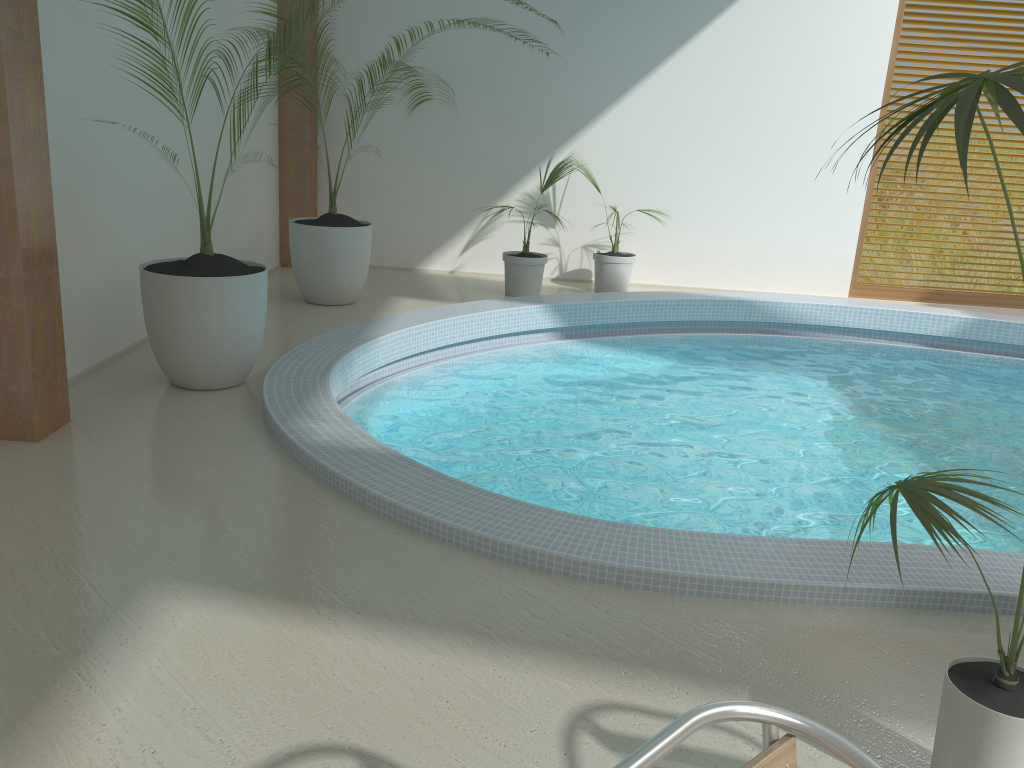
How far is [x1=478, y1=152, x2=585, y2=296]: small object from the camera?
7.9 meters

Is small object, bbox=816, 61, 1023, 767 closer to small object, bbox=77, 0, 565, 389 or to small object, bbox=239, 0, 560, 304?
small object, bbox=77, 0, 565, 389

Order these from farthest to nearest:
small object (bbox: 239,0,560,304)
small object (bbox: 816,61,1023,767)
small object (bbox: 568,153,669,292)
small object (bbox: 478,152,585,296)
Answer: small object (bbox: 568,153,669,292), small object (bbox: 478,152,585,296), small object (bbox: 239,0,560,304), small object (bbox: 816,61,1023,767)

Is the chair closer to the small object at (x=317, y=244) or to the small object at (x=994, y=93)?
the small object at (x=994, y=93)

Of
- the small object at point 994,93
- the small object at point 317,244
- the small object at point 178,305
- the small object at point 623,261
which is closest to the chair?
the small object at point 994,93

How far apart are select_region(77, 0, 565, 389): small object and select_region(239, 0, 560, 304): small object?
1.8 meters

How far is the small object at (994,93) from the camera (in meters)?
1.62

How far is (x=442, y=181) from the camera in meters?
8.8 m

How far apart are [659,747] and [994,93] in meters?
1.3 m

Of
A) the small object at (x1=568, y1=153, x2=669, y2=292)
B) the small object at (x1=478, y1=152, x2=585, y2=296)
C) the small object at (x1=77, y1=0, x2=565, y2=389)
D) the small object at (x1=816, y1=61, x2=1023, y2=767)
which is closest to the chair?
the small object at (x1=816, y1=61, x2=1023, y2=767)
